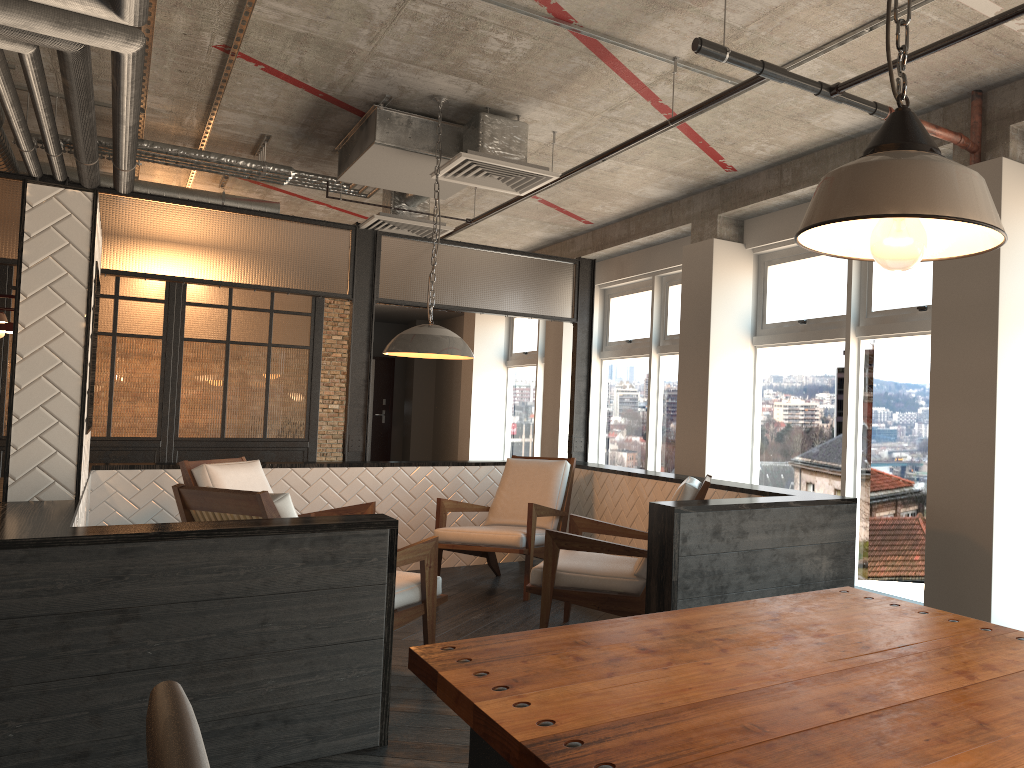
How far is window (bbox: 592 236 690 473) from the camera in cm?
795

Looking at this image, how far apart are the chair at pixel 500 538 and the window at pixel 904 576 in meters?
1.4

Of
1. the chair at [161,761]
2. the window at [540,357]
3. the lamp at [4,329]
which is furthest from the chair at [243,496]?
the window at [540,357]

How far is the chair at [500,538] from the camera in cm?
574

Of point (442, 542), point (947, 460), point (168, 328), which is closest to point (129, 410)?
point (168, 328)

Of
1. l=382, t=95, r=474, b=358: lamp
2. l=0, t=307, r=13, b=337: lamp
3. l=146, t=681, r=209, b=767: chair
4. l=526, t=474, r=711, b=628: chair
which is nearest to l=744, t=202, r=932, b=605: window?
l=526, t=474, r=711, b=628: chair

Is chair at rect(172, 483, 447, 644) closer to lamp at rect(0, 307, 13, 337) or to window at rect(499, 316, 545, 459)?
lamp at rect(0, 307, 13, 337)

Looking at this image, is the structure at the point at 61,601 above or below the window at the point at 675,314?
below

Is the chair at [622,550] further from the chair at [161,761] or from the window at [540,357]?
the window at [540,357]

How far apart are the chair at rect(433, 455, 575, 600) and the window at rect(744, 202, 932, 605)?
1.35m
